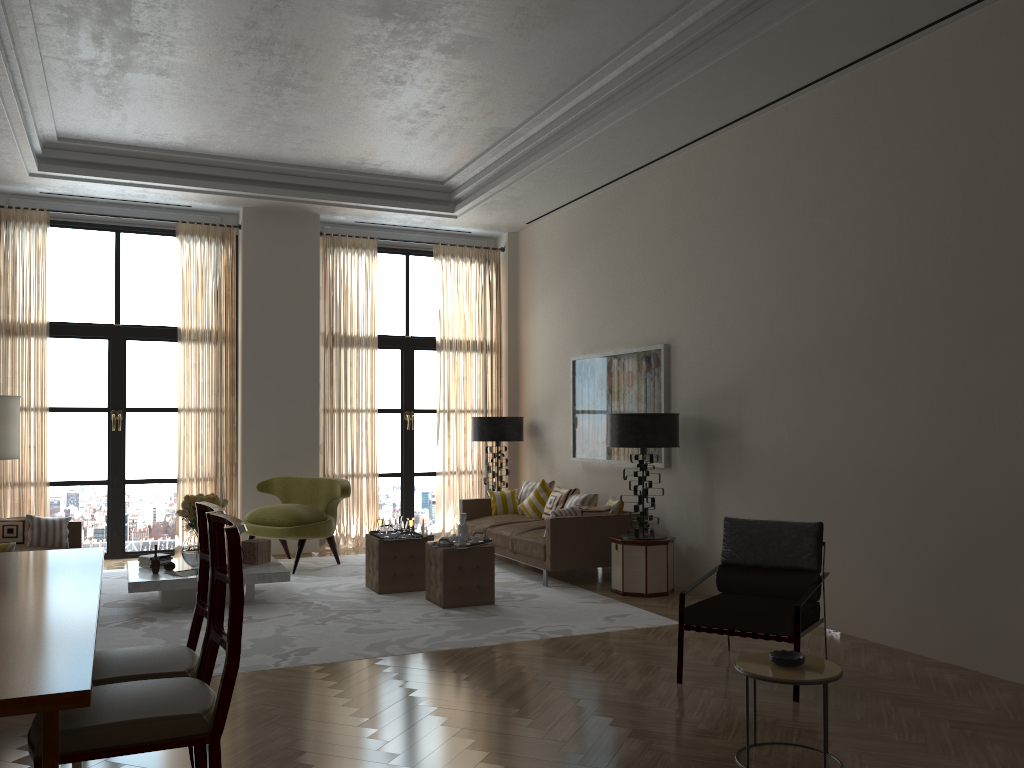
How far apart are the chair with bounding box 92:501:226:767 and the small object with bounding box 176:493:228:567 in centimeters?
521cm

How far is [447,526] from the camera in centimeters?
1423cm

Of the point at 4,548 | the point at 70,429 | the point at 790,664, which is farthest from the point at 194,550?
the point at 790,664

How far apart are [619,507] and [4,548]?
6.47m

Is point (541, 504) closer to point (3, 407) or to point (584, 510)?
point (584, 510)

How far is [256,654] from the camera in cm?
726

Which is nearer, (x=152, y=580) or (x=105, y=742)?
(x=105, y=742)

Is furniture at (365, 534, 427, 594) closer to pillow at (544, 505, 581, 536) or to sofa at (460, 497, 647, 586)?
sofa at (460, 497, 647, 586)

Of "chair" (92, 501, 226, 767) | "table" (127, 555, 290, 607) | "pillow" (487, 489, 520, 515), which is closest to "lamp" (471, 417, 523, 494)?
"pillow" (487, 489, 520, 515)

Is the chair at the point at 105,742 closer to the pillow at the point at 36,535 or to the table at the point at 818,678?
the table at the point at 818,678
